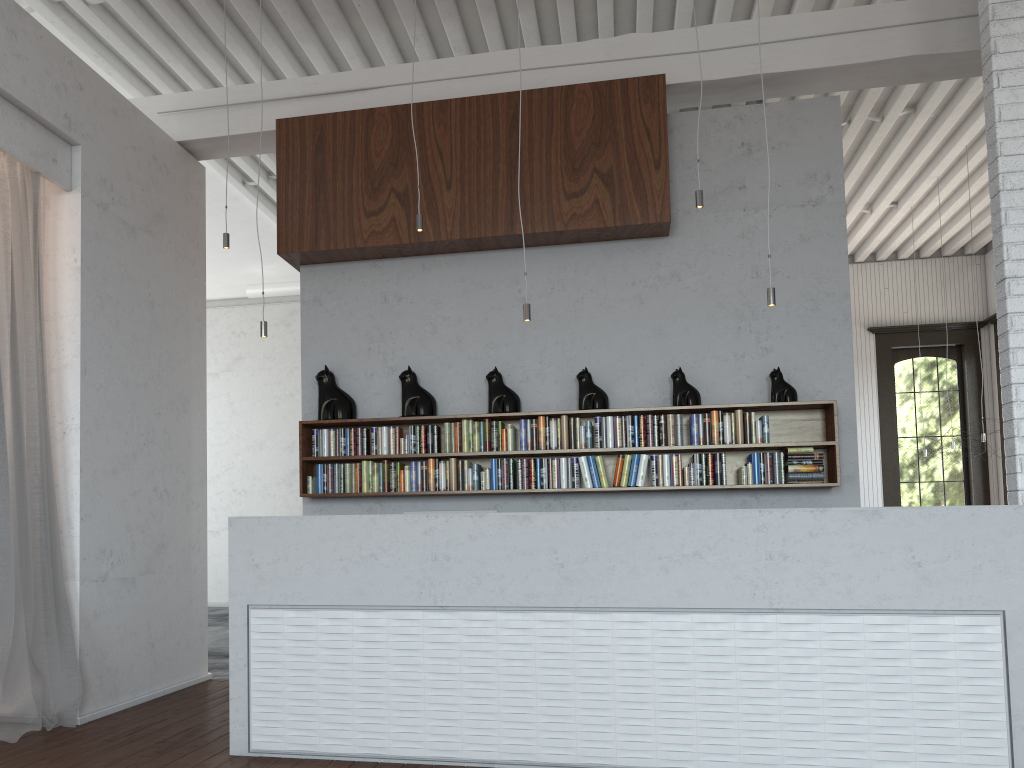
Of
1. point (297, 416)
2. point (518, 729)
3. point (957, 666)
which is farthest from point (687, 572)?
point (297, 416)

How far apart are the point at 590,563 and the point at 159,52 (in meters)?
5.04

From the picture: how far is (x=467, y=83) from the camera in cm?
609
